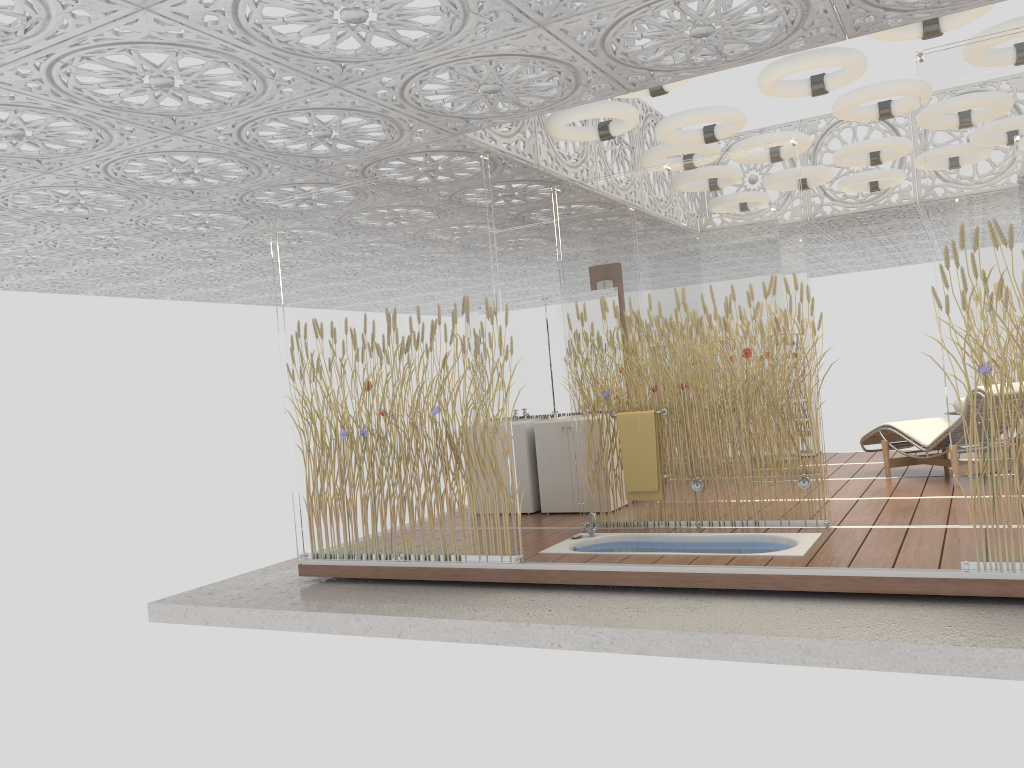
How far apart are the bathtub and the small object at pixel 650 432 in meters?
0.3 m

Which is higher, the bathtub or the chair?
the chair

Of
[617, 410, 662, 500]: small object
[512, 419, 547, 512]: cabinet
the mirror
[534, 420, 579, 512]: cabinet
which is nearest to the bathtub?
[617, 410, 662, 500]: small object

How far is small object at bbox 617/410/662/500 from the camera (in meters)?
6.36

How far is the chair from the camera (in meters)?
7.53

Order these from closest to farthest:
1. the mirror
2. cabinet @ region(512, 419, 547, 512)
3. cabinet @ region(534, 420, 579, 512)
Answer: cabinet @ region(534, 420, 579, 512) → cabinet @ region(512, 419, 547, 512) → the mirror

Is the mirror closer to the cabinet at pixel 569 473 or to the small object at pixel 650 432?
the cabinet at pixel 569 473

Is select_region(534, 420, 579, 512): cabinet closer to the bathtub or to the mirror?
the mirror

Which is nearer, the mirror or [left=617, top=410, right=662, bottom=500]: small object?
[left=617, top=410, right=662, bottom=500]: small object

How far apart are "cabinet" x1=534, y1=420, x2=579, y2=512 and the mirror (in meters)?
0.55
